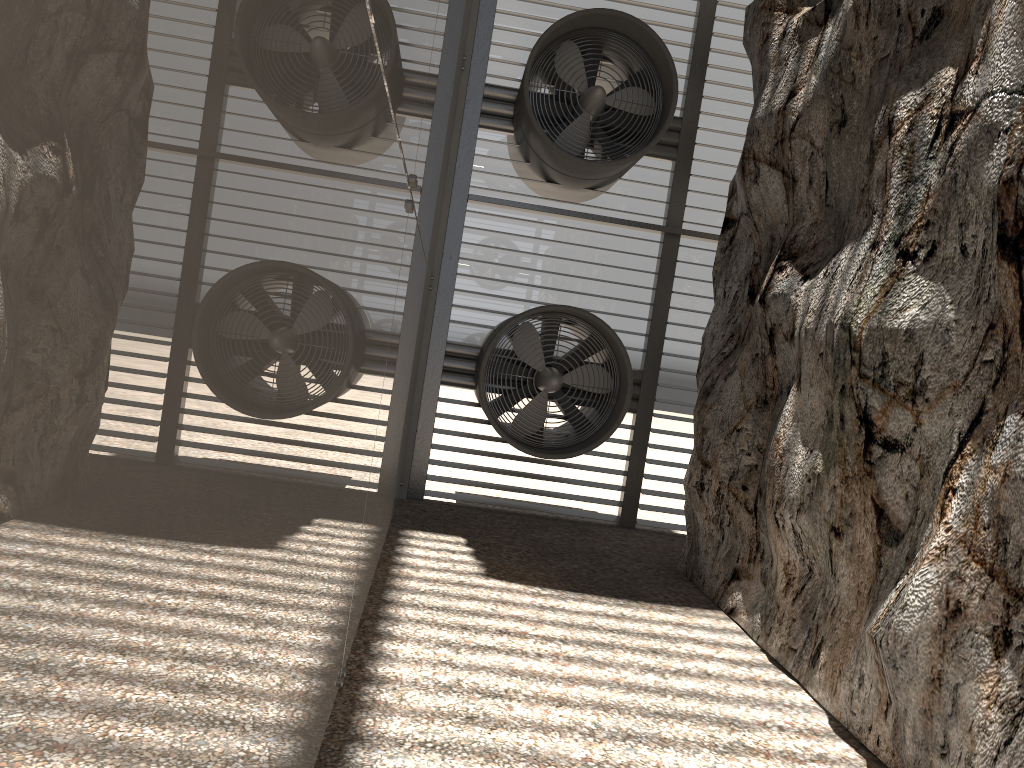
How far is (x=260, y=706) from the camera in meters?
1.8 m

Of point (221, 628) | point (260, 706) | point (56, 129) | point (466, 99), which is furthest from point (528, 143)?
point (56, 129)
